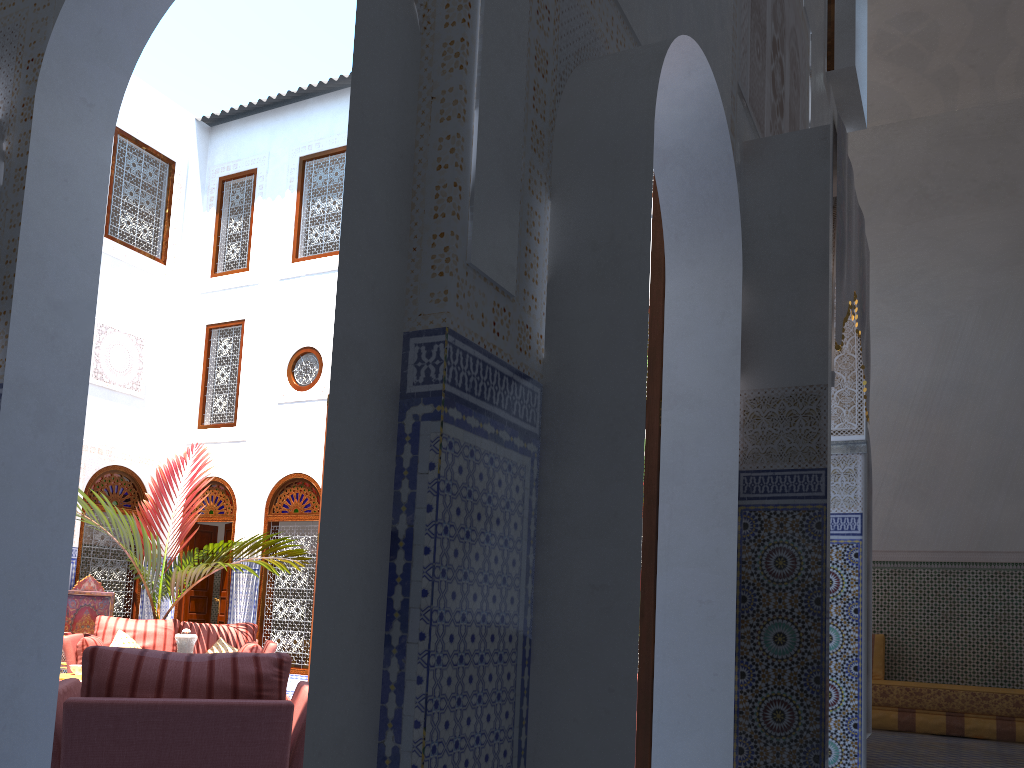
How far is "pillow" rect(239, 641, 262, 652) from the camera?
5.79m

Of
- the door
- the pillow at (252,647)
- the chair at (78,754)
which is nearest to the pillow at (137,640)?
the pillow at (252,647)

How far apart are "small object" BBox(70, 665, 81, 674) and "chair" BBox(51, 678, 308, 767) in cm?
292

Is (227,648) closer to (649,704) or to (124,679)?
(124,679)

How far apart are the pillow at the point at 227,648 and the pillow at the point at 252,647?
0.24m

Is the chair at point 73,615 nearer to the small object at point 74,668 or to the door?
the small object at point 74,668

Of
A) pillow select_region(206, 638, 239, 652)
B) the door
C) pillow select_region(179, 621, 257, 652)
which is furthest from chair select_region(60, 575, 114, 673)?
the door

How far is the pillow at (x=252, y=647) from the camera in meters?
5.8

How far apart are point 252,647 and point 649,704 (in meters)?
4.29

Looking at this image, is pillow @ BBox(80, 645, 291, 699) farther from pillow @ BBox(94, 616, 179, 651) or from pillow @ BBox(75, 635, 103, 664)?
pillow @ BBox(94, 616, 179, 651)
